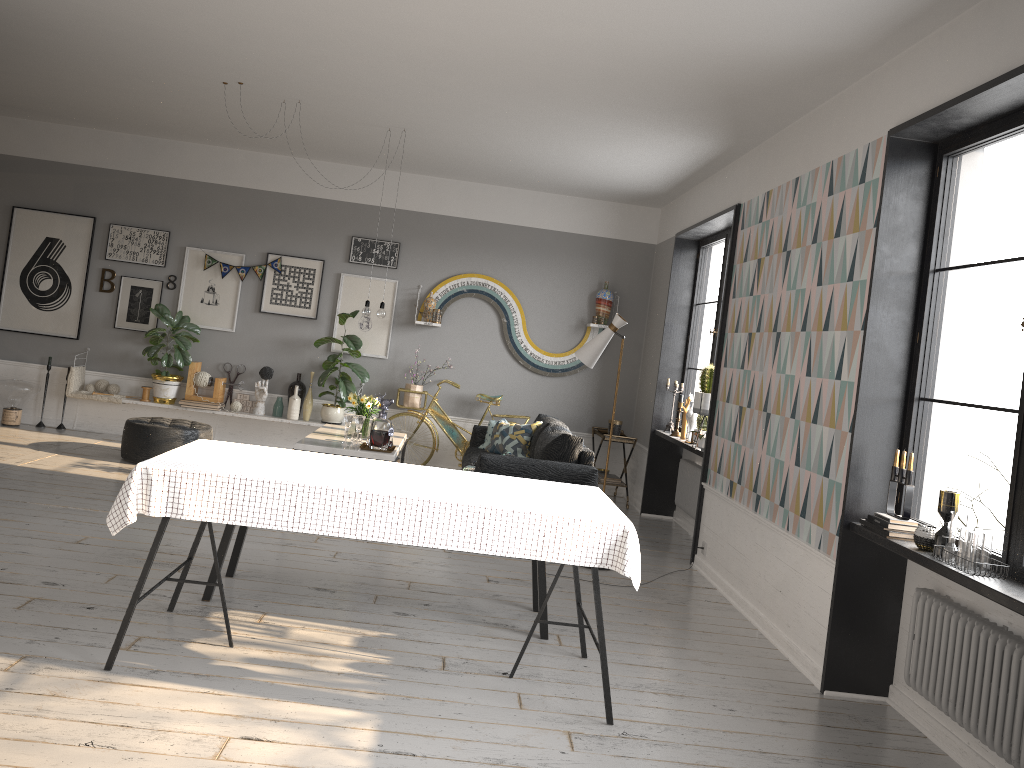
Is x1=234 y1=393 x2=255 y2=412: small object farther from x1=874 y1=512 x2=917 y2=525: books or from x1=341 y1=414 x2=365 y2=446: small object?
x1=874 y1=512 x2=917 y2=525: books

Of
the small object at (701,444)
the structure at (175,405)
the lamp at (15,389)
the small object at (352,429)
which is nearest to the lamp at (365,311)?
the small object at (352,429)

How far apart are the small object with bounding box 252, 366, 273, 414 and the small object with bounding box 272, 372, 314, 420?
0.14m

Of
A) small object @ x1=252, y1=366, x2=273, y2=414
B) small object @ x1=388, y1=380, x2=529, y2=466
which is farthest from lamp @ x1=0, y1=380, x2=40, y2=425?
small object @ x1=388, y1=380, x2=529, y2=466

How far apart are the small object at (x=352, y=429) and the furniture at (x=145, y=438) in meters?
1.6 m

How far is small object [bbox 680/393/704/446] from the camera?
7.3 meters

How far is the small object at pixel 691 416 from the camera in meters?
7.3 m

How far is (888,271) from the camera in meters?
4.1

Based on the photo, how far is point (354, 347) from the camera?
8.6 meters

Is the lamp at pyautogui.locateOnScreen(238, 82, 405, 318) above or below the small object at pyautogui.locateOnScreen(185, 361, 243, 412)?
A: above
